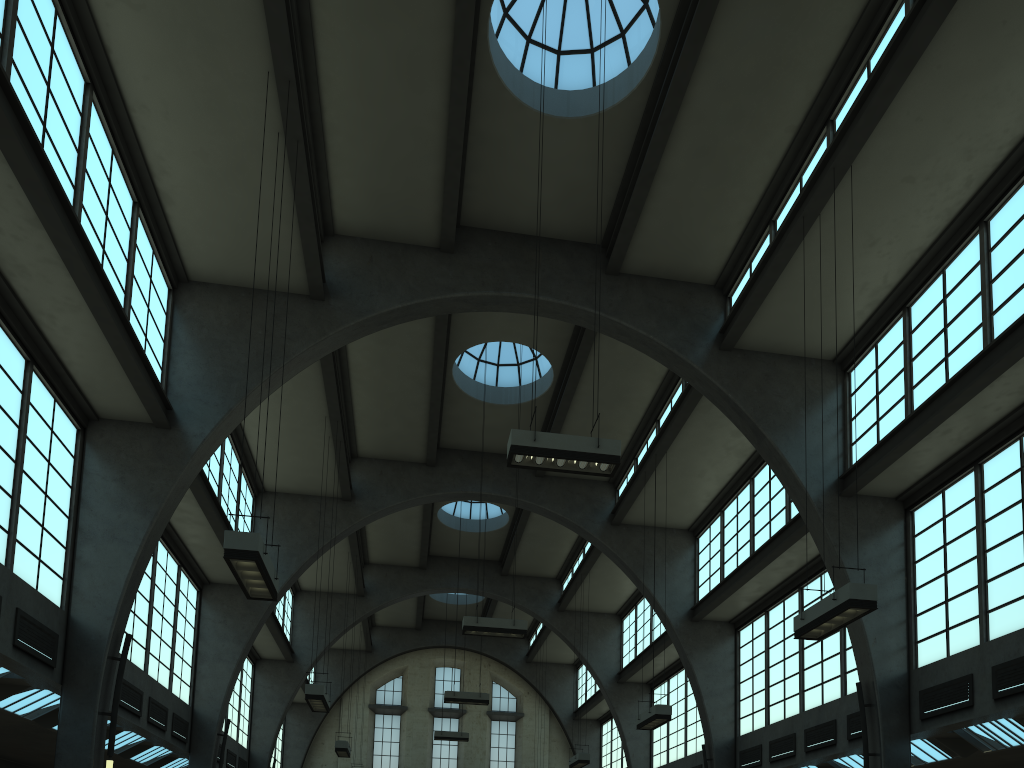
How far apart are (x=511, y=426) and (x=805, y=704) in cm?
1026

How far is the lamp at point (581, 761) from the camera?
23.99m

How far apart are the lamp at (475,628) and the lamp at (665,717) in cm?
315

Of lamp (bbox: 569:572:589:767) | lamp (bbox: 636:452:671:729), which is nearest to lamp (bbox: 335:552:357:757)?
lamp (bbox: 569:572:589:767)

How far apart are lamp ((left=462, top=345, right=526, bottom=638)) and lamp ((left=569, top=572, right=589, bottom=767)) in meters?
7.6

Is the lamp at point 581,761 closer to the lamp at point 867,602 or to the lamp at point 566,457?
the lamp at point 867,602

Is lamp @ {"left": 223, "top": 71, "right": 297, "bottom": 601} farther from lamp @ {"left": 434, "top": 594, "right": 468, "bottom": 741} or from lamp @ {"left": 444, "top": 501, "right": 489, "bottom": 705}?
lamp @ {"left": 434, "top": 594, "right": 468, "bottom": 741}

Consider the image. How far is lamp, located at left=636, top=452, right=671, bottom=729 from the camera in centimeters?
1714cm

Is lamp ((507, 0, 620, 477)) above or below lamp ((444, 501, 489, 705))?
below

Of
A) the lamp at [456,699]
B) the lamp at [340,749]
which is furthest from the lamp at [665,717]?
the lamp at [340,749]
